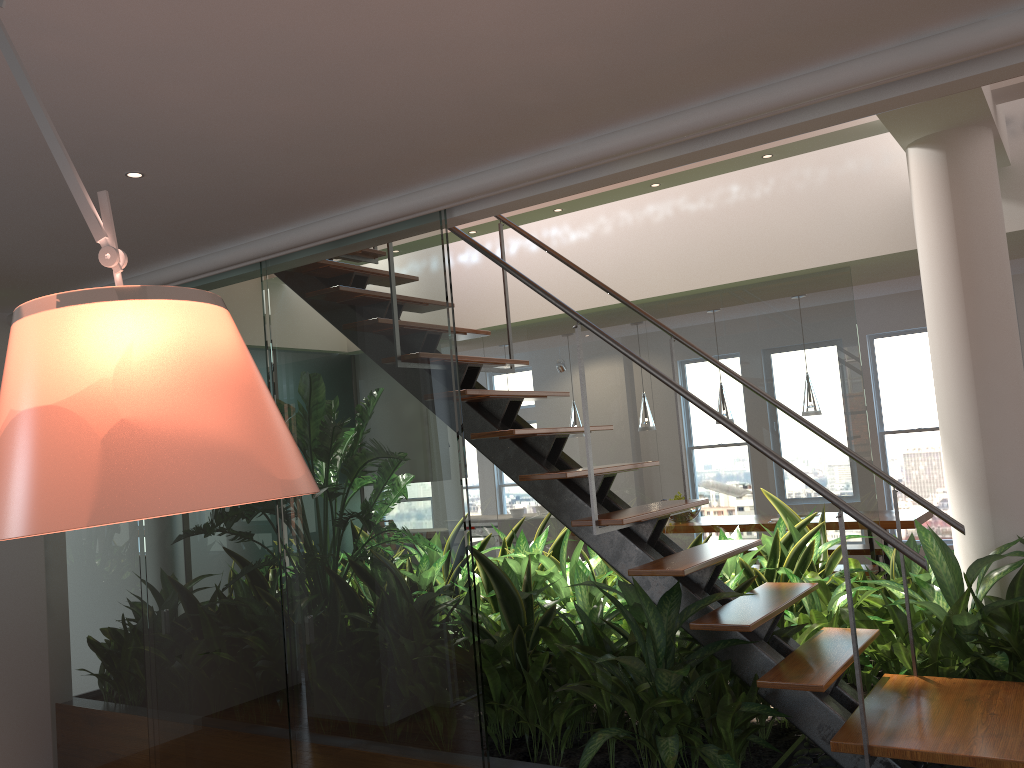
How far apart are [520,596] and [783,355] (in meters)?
2.15

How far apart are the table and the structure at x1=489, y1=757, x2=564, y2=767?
4.5 meters

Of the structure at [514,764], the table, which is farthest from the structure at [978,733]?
the table

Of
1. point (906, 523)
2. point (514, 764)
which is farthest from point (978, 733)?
point (906, 523)

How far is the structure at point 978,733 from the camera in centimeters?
251cm

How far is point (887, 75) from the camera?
2.19m

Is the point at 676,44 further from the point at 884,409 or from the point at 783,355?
the point at 884,409

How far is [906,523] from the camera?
6.5m

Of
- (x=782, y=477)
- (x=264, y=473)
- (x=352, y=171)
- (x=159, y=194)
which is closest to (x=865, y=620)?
(x=782, y=477)

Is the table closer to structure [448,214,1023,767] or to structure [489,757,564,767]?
structure [448,214,1023,767]
